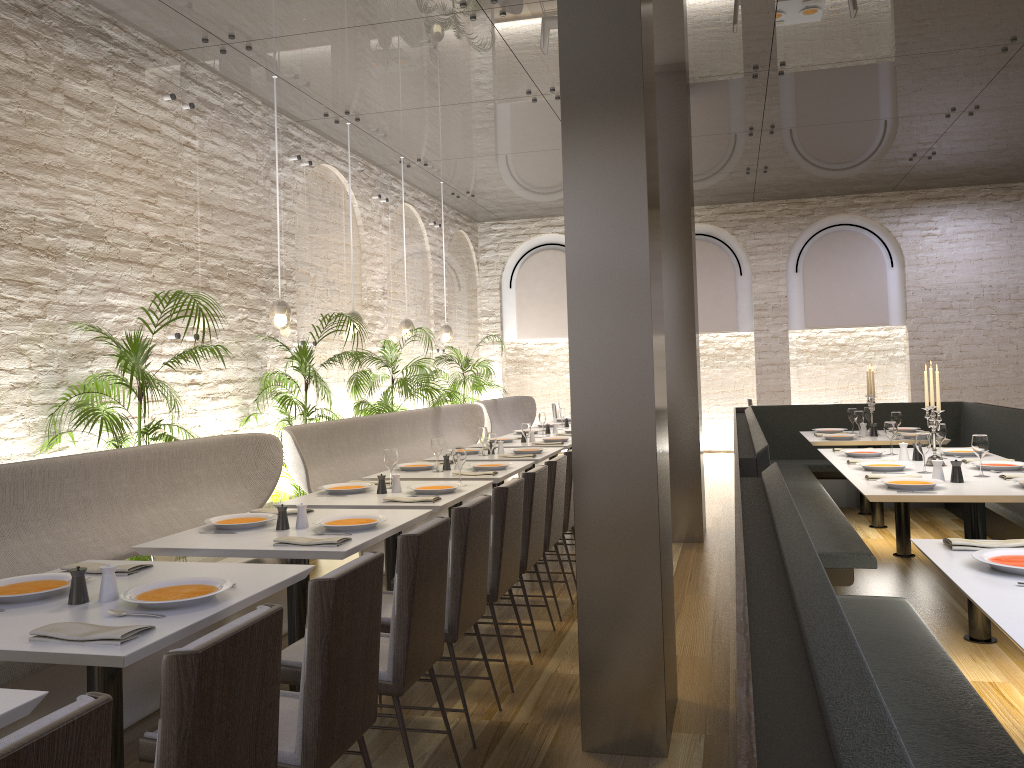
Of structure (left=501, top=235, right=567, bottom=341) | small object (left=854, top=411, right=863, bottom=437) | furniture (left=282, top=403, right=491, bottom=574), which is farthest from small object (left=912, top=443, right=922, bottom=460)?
structure (left=501, top=235, right=567, bottom=341)

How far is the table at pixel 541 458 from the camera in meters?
6.8

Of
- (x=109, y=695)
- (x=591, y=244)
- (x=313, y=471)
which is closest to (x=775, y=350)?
(x=313, y=471)

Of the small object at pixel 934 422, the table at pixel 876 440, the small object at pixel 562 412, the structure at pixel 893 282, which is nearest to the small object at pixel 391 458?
the small object at pixel 934 422

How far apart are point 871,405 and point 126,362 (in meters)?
6.17

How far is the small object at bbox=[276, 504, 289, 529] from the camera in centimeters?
389cm

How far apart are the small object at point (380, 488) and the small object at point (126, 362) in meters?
1.3

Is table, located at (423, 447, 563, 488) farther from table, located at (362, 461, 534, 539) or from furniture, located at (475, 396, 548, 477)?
furniture, located at (475, 396, 548, 477)

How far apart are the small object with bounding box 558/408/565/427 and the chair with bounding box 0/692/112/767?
9.0 meters

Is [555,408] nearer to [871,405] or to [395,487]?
[871,405]
